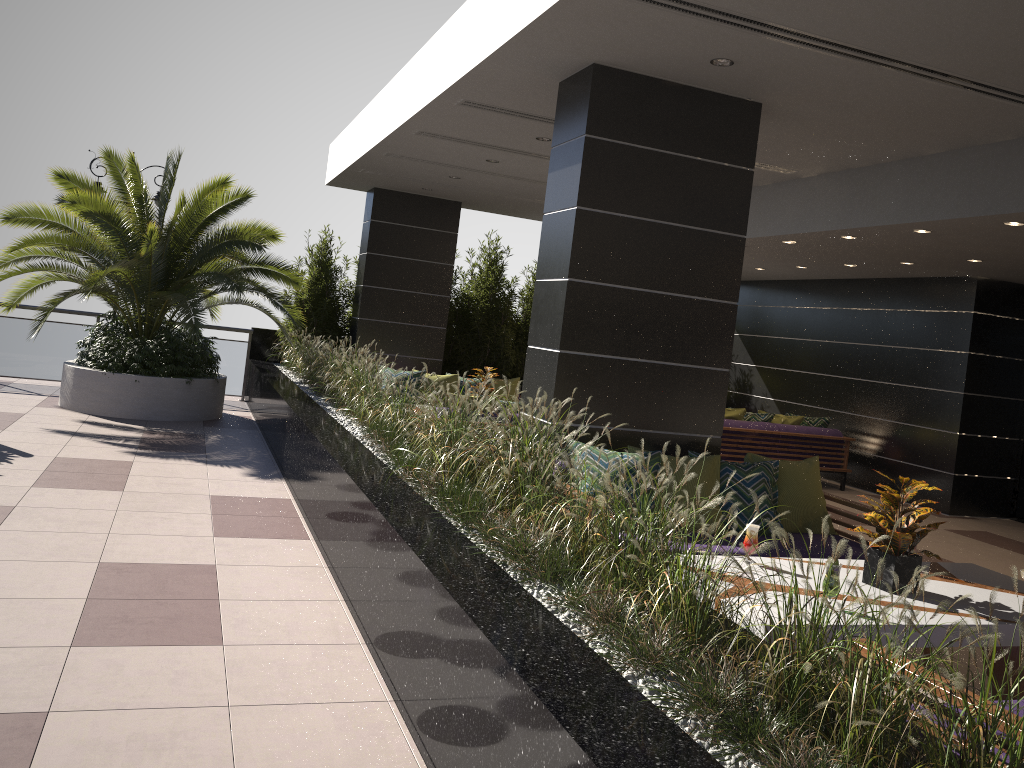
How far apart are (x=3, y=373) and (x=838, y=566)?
11.7 meters

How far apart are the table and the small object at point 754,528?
0.2m

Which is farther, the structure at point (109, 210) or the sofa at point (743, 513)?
the structure at point (109, 210)

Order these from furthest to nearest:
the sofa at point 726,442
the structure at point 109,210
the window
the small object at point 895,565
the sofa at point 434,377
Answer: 1. the sofa at point 434,377
2. the sofa at point 726,442
3. the window
4. the structure at point 109,210
5. the small object at point 895,565

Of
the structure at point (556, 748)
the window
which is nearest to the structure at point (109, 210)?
the structure at point (556, 748)

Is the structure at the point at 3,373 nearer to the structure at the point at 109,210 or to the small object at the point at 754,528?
the structure at the point at 109,210

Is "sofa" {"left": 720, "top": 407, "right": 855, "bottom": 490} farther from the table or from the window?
the table

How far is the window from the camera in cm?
1042

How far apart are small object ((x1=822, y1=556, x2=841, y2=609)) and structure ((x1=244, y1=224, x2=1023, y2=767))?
0.7m

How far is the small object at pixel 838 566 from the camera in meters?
3.6
